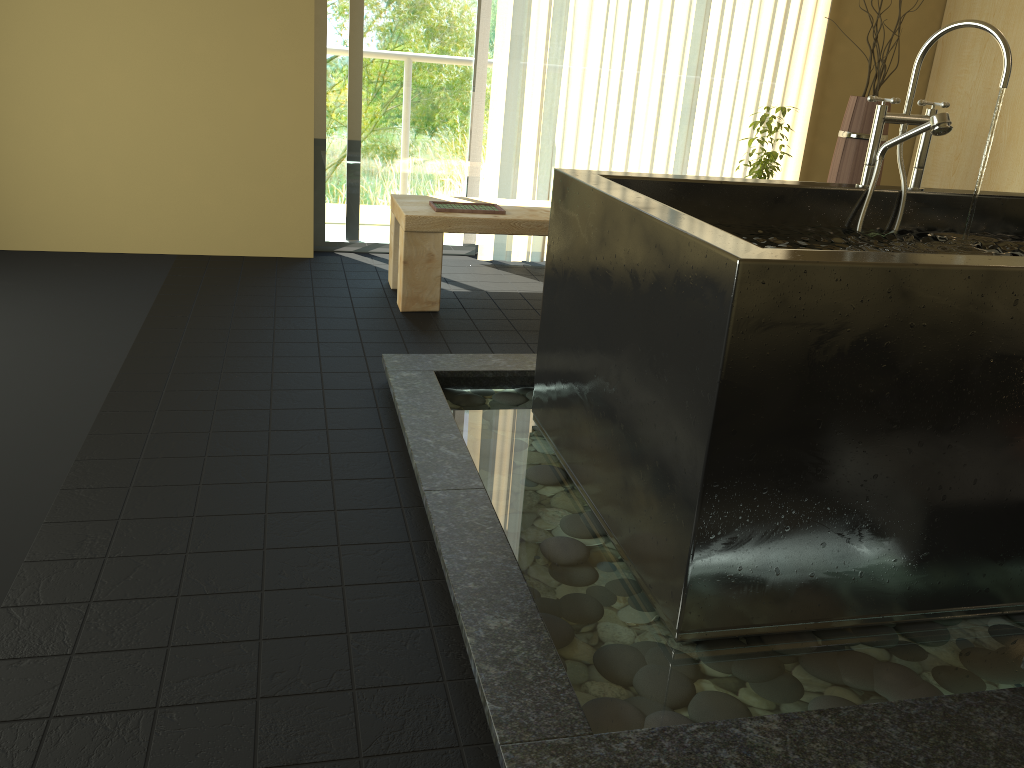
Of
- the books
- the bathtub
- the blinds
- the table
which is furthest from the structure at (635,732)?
the blinds

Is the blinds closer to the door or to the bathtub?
the door

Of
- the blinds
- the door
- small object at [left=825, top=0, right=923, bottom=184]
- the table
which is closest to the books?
the table

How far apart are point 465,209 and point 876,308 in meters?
2.4

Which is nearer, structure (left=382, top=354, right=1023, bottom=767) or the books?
structure (left=382, top=354, right=1023, bottom=767)

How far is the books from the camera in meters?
3.6

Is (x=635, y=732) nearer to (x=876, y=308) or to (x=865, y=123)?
(x=876, y=308)

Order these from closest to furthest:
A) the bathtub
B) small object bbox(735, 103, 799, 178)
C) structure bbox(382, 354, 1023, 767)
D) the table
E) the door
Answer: structure bbox(382, 354, 1023, 767), the bathtub, the table, small object bbox(735, 103, 799, 178), the door

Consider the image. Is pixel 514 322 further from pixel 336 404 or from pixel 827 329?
pixel 827 329

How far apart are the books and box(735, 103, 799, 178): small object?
1.2 meters
